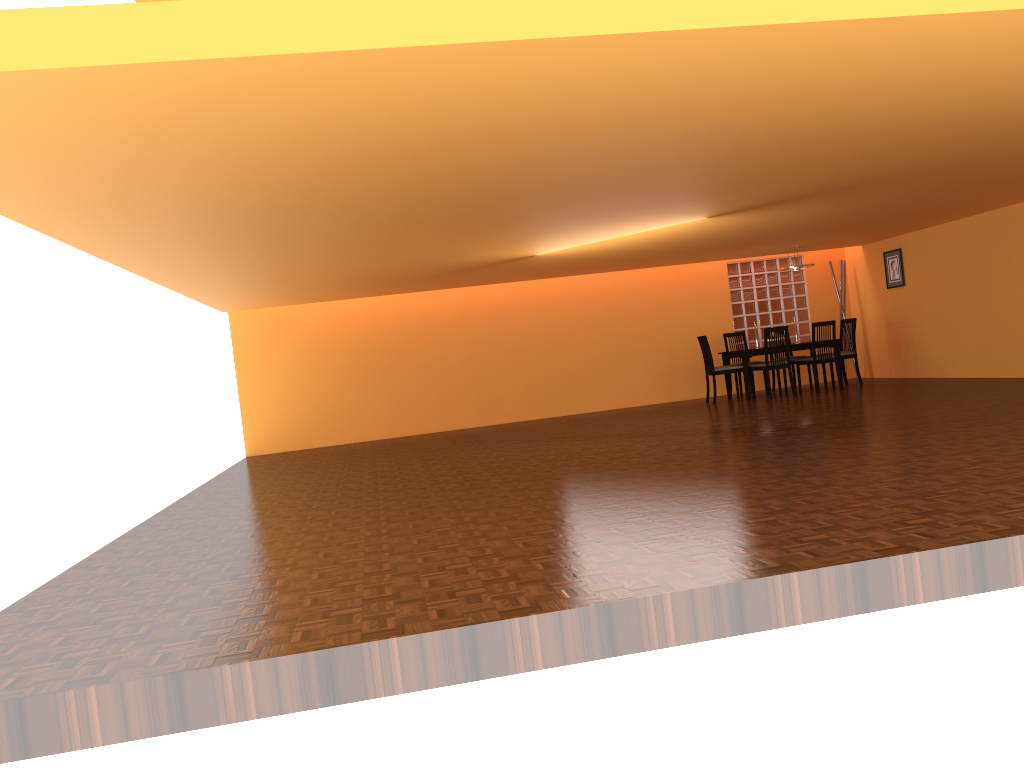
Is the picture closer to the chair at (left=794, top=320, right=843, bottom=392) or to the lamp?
the lamp

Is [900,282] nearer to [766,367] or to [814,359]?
[814,359]

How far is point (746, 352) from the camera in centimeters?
1014cm

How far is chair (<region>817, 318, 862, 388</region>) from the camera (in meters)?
10.53

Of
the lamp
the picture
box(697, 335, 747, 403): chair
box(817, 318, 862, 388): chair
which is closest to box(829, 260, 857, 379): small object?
the picture

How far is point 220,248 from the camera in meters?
5.8 m

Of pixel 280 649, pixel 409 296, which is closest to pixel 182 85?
pixel 280 649

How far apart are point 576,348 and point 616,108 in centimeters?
779cm

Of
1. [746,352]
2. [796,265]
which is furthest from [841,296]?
[746,352]

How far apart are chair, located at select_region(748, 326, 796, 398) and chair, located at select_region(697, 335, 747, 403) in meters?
0.2
